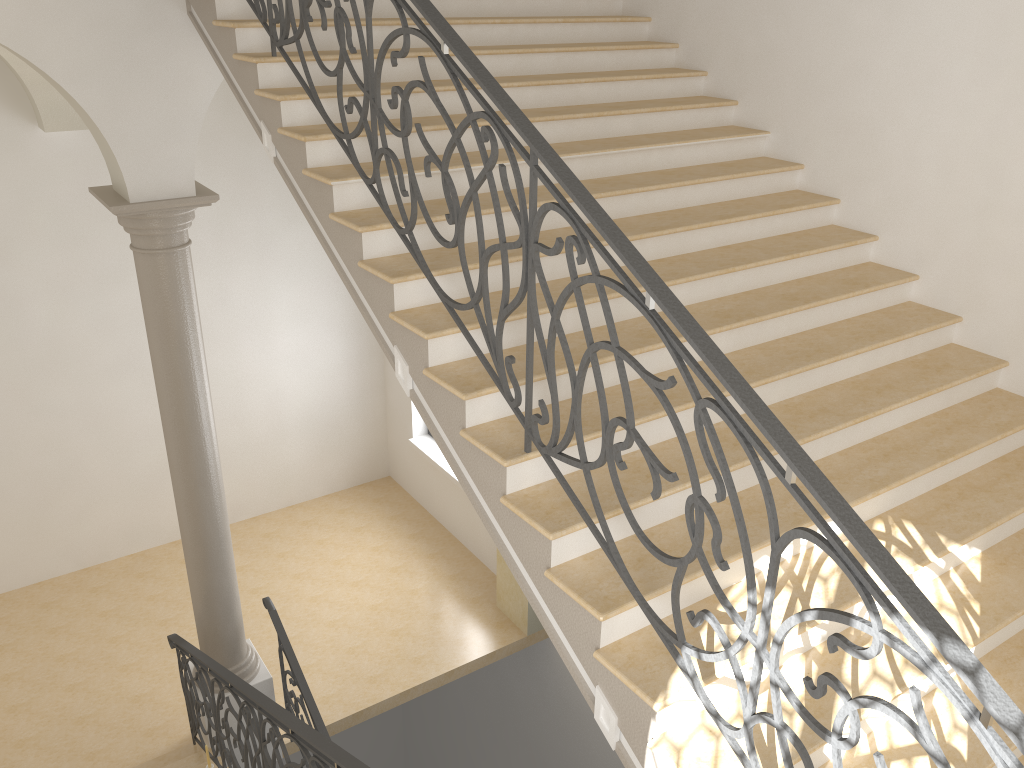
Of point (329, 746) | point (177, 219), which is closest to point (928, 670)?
point (329, 746)

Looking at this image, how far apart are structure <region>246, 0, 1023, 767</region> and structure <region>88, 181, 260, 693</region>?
1.5 meters

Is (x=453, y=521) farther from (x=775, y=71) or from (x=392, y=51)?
(x=392, y=51)

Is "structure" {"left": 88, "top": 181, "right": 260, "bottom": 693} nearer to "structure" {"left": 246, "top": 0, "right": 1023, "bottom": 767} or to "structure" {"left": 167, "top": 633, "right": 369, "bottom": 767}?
"structure" {"left": 167, "top": 633, "right": 369, "bottom": 767}

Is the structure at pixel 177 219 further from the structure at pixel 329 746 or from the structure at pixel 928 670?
the structure at pixel 928 670

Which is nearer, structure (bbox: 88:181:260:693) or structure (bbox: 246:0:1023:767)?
structure (bbox: 246:0:1023:767)

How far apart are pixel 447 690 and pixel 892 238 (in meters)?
9.40

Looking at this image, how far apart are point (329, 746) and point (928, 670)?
2.7 meters

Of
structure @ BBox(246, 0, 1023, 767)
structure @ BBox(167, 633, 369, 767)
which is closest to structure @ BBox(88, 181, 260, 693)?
structure @ BBox(167, 633, 369, 767)

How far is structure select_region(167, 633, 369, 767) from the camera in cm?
391
